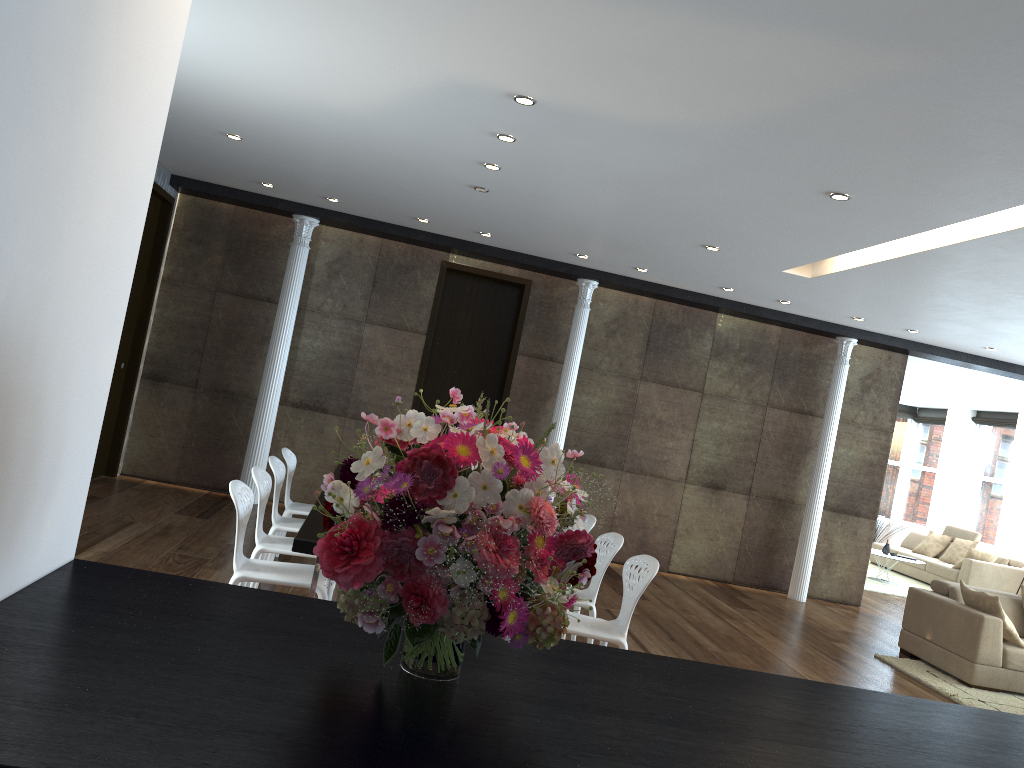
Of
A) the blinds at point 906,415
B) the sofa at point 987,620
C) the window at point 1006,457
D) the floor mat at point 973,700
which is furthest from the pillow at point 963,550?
the floor mat at point 973,700

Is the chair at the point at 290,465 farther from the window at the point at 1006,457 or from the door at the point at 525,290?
the window at the point at 1006,457

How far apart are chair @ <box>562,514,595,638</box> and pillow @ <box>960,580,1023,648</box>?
3.5m

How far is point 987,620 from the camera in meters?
6.9

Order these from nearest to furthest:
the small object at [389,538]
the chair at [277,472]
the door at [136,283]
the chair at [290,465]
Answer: the small object at [389,538] → the chair at [277,472] → the chair at [290,465] → the door at [136,283]

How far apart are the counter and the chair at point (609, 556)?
2.9 meters

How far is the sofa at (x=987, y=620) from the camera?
6.9m

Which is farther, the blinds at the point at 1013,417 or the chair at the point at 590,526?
the blinds at the point at 1013,417

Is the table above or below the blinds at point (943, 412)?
below

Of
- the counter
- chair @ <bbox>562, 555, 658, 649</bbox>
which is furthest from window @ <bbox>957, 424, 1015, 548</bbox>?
the counter
